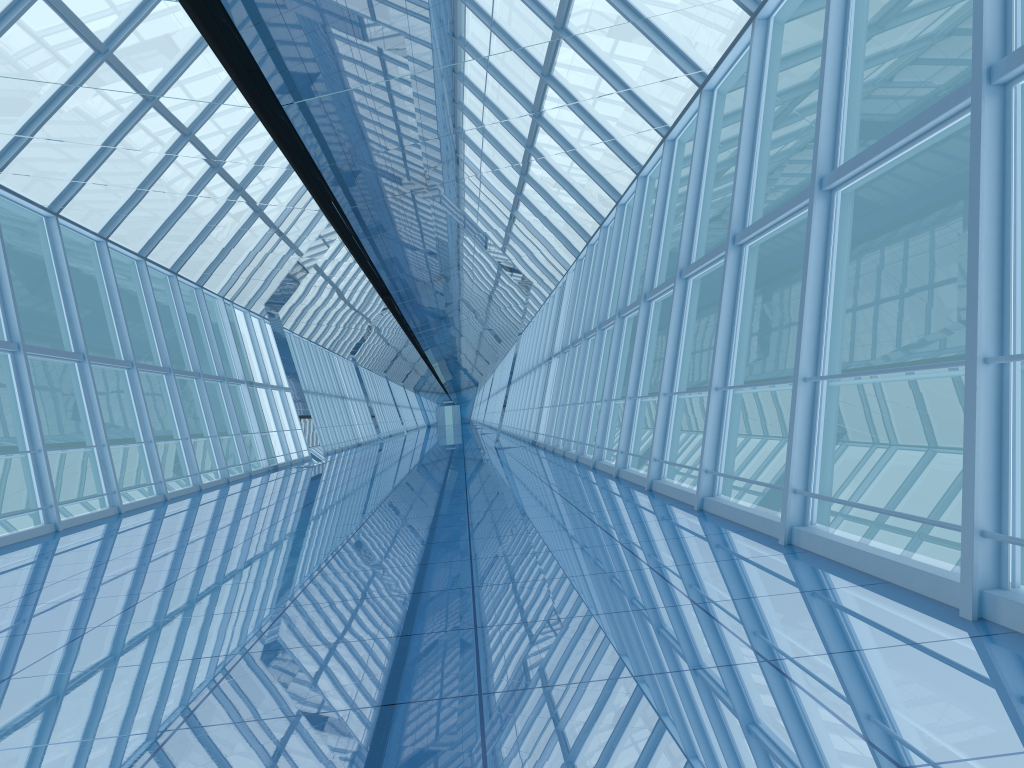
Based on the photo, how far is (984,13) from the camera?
3.9 meters

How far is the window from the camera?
3.88m

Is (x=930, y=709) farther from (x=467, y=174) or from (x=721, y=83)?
(x=721, y=83)

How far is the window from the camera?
3.9 meters

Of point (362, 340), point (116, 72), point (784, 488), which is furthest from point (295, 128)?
point (362, 340)
